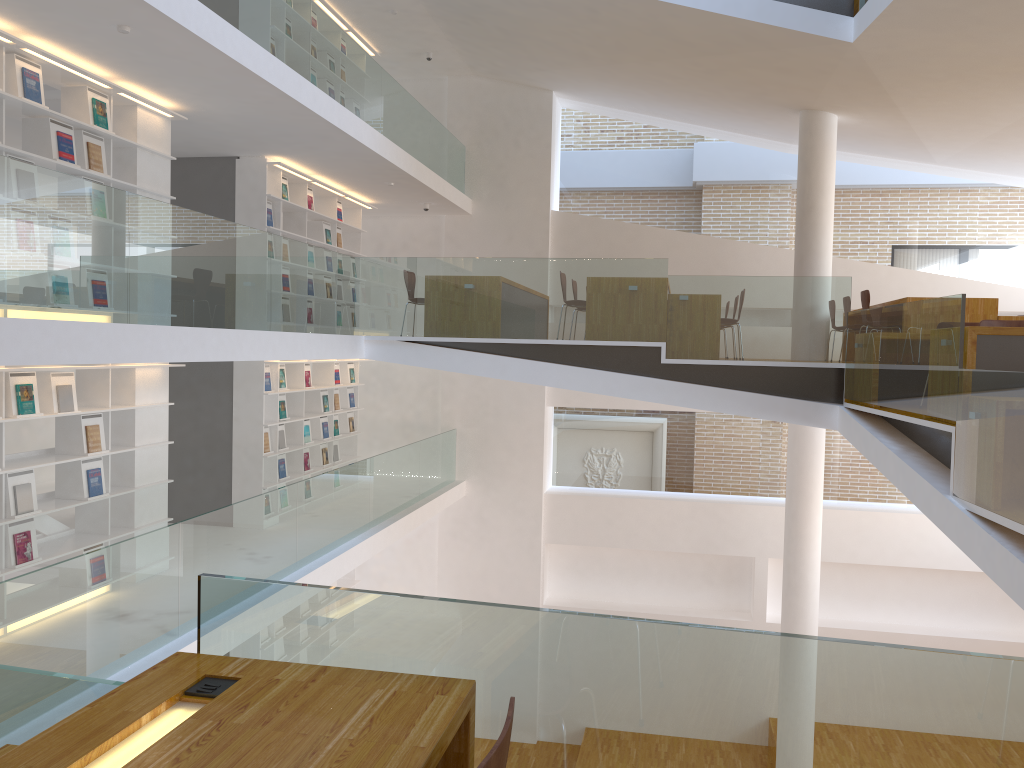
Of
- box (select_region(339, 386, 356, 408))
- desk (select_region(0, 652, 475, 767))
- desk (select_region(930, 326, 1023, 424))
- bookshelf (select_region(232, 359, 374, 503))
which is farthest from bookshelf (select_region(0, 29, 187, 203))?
desk (select_region(930, 326, 1023, 424))

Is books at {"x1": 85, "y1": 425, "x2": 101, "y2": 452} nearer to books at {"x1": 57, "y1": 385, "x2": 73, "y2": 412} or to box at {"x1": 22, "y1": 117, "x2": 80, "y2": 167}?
books at {"x1": 57, "y1": 385, "x2": 73, "y2": 412}

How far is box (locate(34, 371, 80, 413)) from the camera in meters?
6.2 m

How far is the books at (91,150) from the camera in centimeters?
645cm

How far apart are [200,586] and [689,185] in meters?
11.4

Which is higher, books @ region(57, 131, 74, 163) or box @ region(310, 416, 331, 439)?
books @ region(57, 131, 74, 163)

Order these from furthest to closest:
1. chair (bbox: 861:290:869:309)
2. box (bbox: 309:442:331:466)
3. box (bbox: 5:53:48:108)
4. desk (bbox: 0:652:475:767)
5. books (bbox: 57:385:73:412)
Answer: box (bbox: 309:442:331:466)
chair (bbox: 861:290:869:309)
books (bbox: 57:385:73:412)
box (bbox: 5:53:48:108)
desk (bbox: 0:652:475:767)

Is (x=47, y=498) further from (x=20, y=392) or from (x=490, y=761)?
(x=490, y=761)

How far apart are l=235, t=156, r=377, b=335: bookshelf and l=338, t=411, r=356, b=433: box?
2.1 meters

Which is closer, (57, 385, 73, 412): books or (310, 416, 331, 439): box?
(57, 385, 73, 412): books
